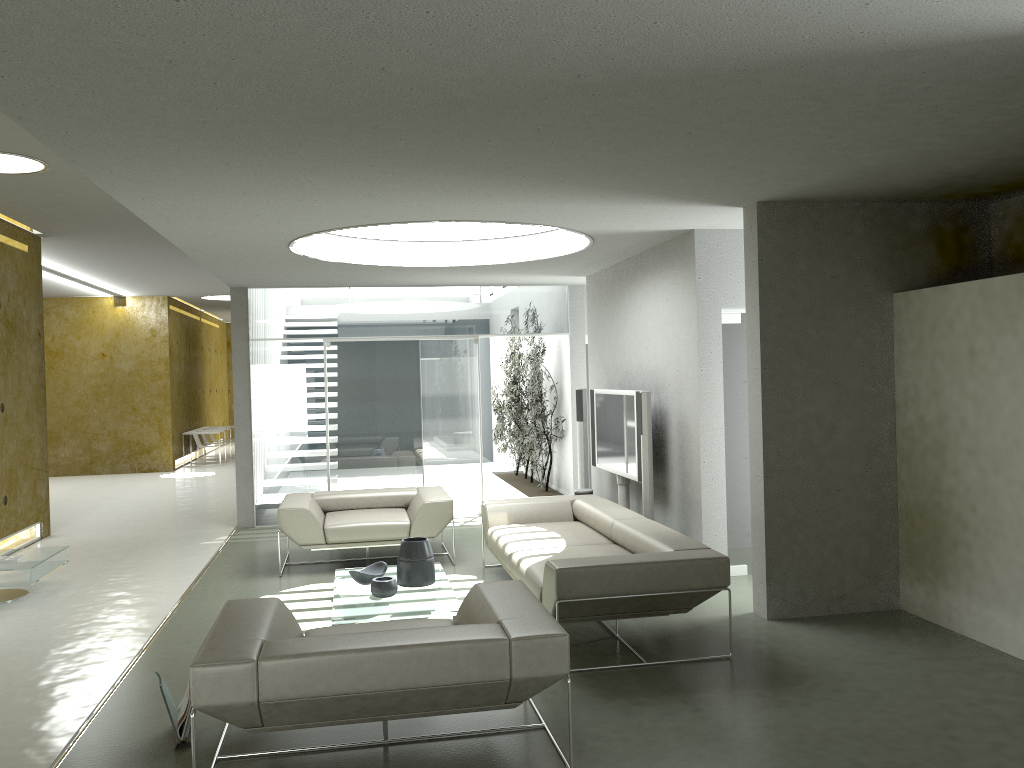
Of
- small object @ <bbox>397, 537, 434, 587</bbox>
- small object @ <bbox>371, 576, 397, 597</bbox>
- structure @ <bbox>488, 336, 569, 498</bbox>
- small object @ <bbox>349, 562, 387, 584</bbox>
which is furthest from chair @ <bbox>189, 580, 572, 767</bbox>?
structure @ <bbox>488, 336, 569, 498</bbox>

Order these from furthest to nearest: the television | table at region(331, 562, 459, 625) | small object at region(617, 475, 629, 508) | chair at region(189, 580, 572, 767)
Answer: small object at region(617, 475, 629, 508), the television, table at region(331, 562, 459, 625), chair at region(189, 580, 572, 767)

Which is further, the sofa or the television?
the television

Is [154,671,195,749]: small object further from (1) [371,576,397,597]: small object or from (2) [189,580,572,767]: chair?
(1) [371,576,397,597]: small object

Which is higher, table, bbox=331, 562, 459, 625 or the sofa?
the sofa

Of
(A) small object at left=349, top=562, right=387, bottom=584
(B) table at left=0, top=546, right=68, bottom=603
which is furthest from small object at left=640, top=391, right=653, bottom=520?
(B) table at left=0, top=546, right=68, bottom=603

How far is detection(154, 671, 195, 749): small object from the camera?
4.0 meters

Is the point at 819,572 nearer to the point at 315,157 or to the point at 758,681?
the point at 758,681

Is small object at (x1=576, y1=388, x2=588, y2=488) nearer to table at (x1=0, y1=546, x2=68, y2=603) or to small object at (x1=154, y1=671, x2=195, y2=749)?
table at (x1=0, y1=546, x2=68, y2=603)

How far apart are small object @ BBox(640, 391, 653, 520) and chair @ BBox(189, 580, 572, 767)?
2.7m
